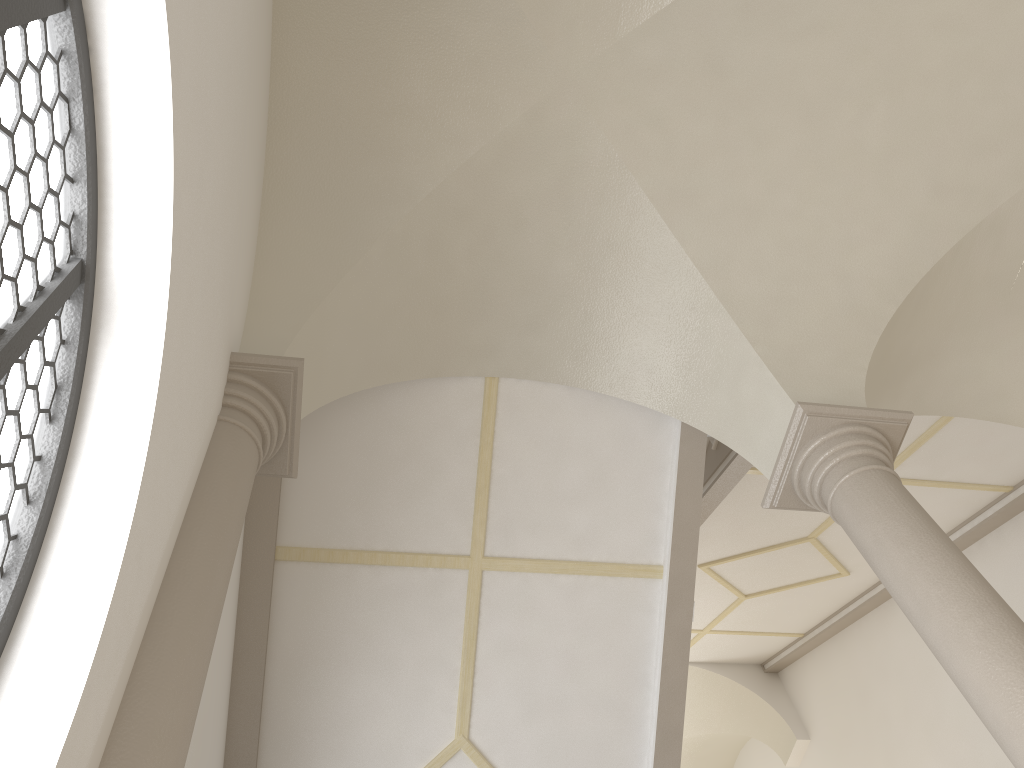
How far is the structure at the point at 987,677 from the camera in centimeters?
348cm

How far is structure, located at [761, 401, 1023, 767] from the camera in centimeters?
348cm

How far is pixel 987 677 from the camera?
3.5m
